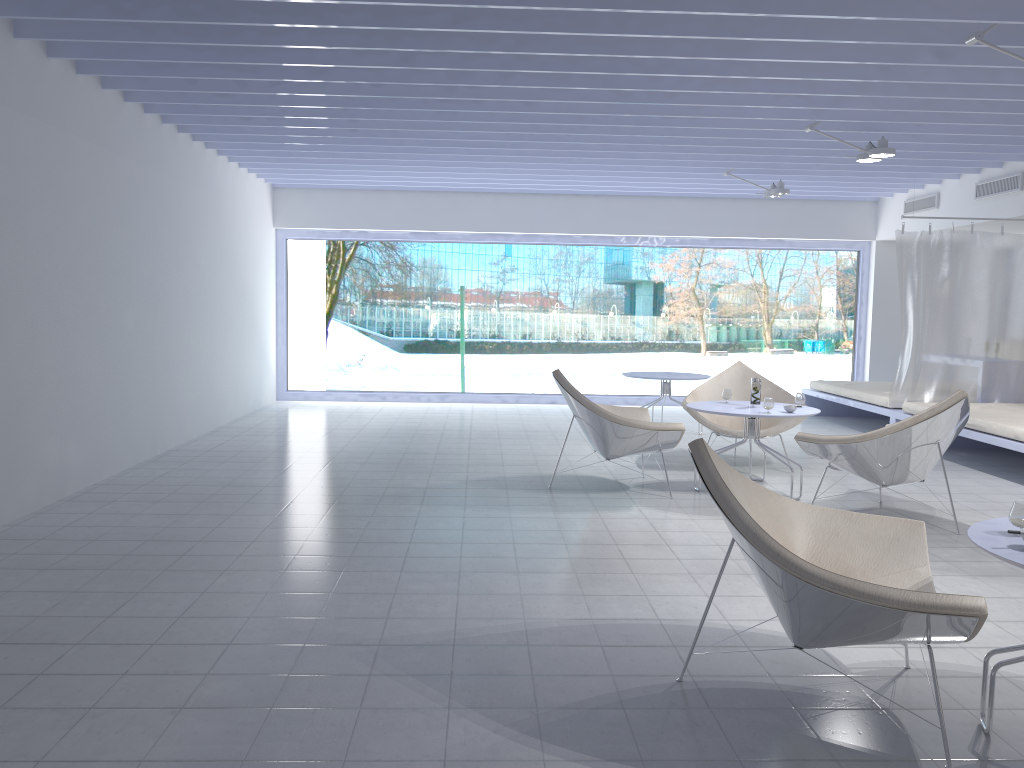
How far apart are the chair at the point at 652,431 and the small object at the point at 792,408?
0.7m

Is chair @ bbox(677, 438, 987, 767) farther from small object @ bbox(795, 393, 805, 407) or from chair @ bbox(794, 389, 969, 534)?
small object @ bbox(795, 393, 805, 407)

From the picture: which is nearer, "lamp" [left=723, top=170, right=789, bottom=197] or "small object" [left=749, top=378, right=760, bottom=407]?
"small object" [left=749, top=378, right=760, bottom=407]

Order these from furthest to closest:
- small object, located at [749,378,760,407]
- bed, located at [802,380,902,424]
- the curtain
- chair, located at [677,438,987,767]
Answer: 1. bed, located at [802,380,902,424]
2. the curtain
3. small object, located at [749,378,760,407]
4. chair, located at [677,438,987,767]

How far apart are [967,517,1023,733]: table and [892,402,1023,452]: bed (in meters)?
3.76

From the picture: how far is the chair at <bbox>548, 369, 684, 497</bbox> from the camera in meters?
5.2 m

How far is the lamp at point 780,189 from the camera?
8.2m

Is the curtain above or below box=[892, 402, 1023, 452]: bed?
above

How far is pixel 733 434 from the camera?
6.3m

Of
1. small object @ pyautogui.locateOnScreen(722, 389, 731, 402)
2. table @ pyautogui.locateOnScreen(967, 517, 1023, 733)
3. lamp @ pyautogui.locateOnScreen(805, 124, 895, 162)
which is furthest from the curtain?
table @ pyautogui.locateOnScreen(967, 517, 1023, 733)
